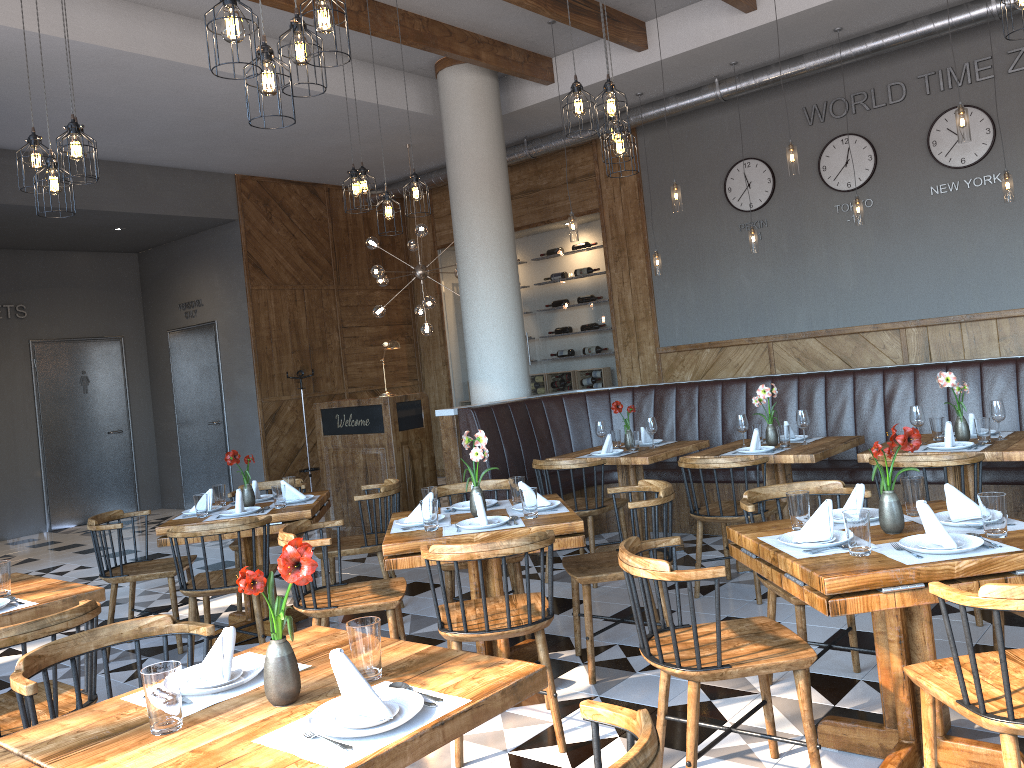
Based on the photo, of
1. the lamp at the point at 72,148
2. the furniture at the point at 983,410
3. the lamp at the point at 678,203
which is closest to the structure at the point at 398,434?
the furniture at the point at 983,410

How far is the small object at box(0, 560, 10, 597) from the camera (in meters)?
3.44

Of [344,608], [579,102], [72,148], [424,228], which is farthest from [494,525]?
[424,228]

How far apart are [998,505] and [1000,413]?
2.4 meters

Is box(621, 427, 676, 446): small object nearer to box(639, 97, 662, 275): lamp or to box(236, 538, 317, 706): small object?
box(639, 97, 662, 275): lamp

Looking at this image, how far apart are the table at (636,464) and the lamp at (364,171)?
2.50m

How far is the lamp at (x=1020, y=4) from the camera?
3.7 meters

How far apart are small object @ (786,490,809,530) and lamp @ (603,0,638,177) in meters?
2.4

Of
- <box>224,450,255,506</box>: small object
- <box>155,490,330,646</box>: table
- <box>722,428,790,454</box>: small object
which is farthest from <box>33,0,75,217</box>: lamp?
<box>722,428,790,454</box>: small object

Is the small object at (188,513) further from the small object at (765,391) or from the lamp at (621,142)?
the small object at (765,391)
